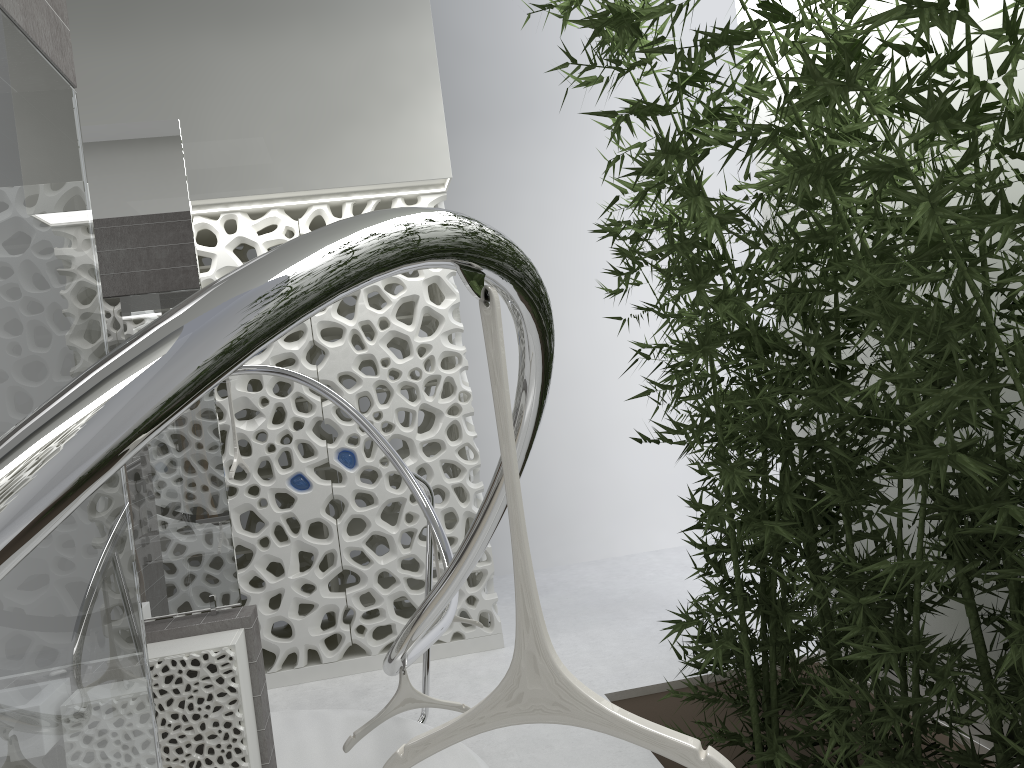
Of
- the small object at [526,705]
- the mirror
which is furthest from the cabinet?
the small object at [526,705]

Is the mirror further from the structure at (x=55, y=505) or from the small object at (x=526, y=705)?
the small object at (x=526, y=705)

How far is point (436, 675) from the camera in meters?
5.6 m

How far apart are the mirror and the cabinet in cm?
3

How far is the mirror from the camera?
3.5 meters

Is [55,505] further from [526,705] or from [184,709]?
[184,709]

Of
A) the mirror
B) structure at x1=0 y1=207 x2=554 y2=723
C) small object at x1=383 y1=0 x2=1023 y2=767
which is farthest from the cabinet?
small object at x1=383 y1=0 x2=1023 y2=767

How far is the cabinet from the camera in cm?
317

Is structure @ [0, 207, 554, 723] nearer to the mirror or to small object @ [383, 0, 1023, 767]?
small object @ [383, 0, 1023, 767]

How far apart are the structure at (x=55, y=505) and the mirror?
0.76m
